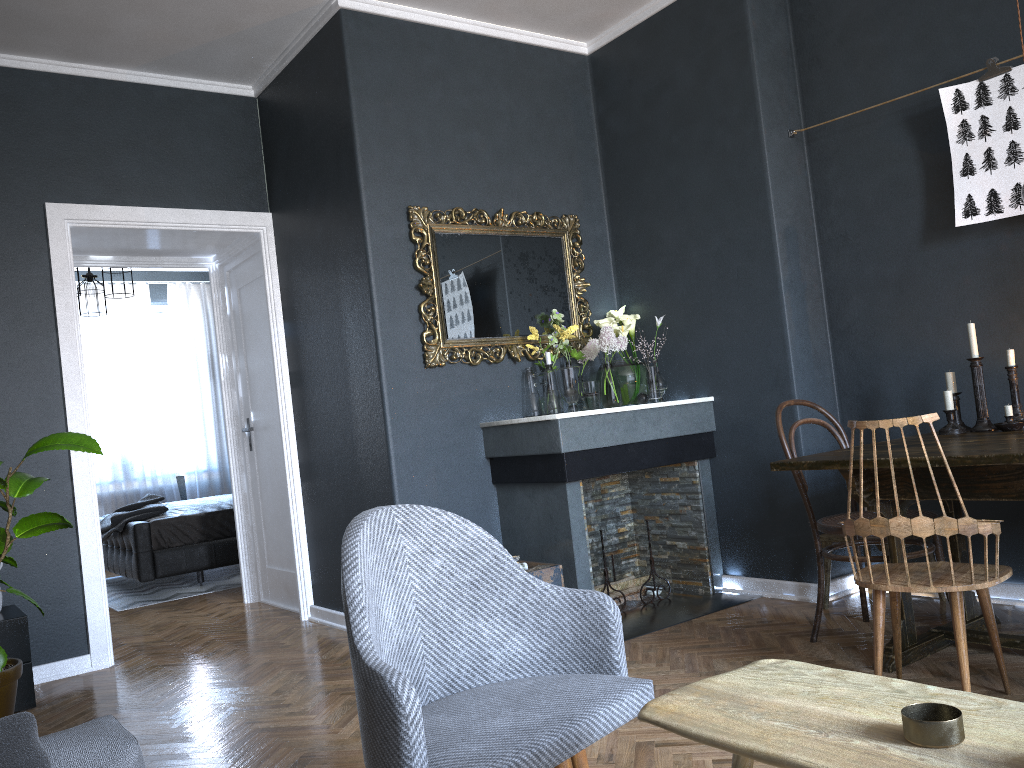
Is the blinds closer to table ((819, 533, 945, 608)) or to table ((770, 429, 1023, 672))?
table ((819, 533, 945, 608))

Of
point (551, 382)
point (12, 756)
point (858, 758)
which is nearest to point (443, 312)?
point (551, 382)

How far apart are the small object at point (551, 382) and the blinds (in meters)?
5.68

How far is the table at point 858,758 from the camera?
1.0m

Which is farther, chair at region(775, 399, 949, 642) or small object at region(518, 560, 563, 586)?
small object at region(518, 560, 563, 586)

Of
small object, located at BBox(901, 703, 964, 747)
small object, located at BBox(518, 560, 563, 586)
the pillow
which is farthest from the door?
small object, located at BBox(901, 703, 964, 747)

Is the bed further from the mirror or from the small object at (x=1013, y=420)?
the small object at (x=1013, y=420)

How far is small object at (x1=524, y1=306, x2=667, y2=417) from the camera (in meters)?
4.36

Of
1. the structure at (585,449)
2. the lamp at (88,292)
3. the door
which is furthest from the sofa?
the lamp at (88,292)

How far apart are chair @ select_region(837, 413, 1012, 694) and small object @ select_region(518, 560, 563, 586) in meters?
1.4 m
